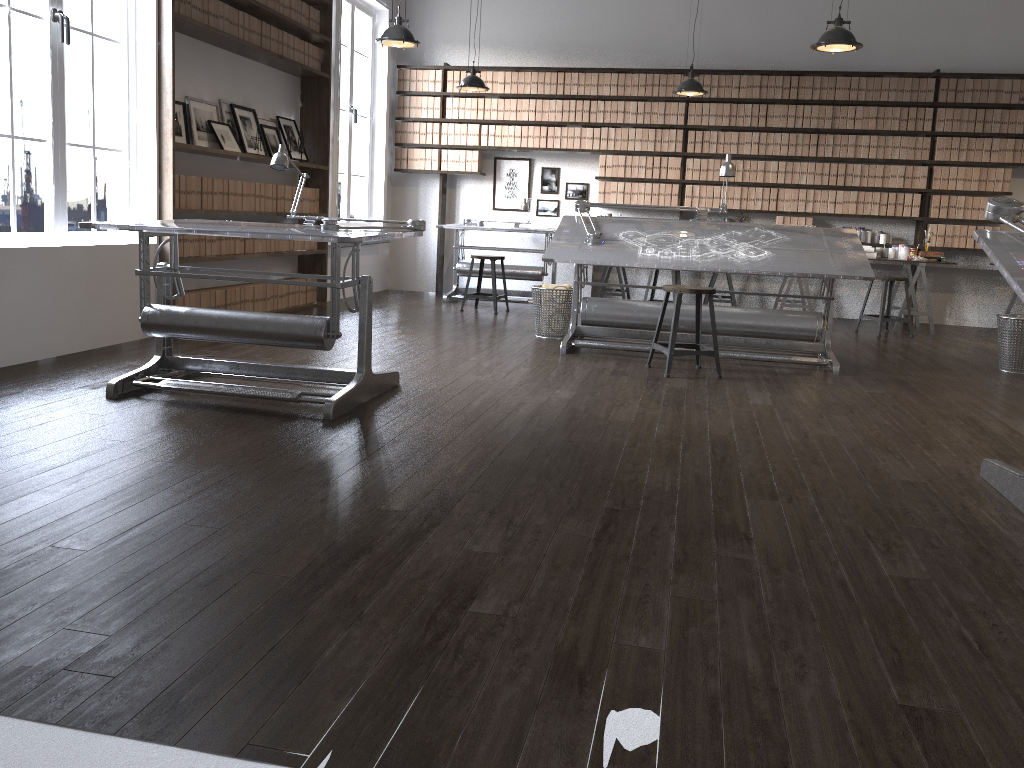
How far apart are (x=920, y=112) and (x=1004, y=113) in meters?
0.7

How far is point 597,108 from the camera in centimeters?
905cm

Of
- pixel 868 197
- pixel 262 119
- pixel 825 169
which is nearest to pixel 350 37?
pixel 262 119

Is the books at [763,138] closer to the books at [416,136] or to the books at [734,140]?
the books at [734,140]

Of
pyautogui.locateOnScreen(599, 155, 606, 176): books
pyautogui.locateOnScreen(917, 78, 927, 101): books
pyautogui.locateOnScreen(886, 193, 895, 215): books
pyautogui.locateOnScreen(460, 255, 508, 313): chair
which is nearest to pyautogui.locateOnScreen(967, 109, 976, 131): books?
pyautogui.locateOnScreen(917, 78, 927, 101): books

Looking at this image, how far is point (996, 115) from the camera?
8.3 meters

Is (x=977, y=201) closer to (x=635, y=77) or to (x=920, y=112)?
(x=920, y=112)

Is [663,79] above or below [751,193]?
above

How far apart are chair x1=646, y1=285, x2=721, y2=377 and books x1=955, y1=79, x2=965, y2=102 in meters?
4.8 m

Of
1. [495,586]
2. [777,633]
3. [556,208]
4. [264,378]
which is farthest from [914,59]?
[495,586]
